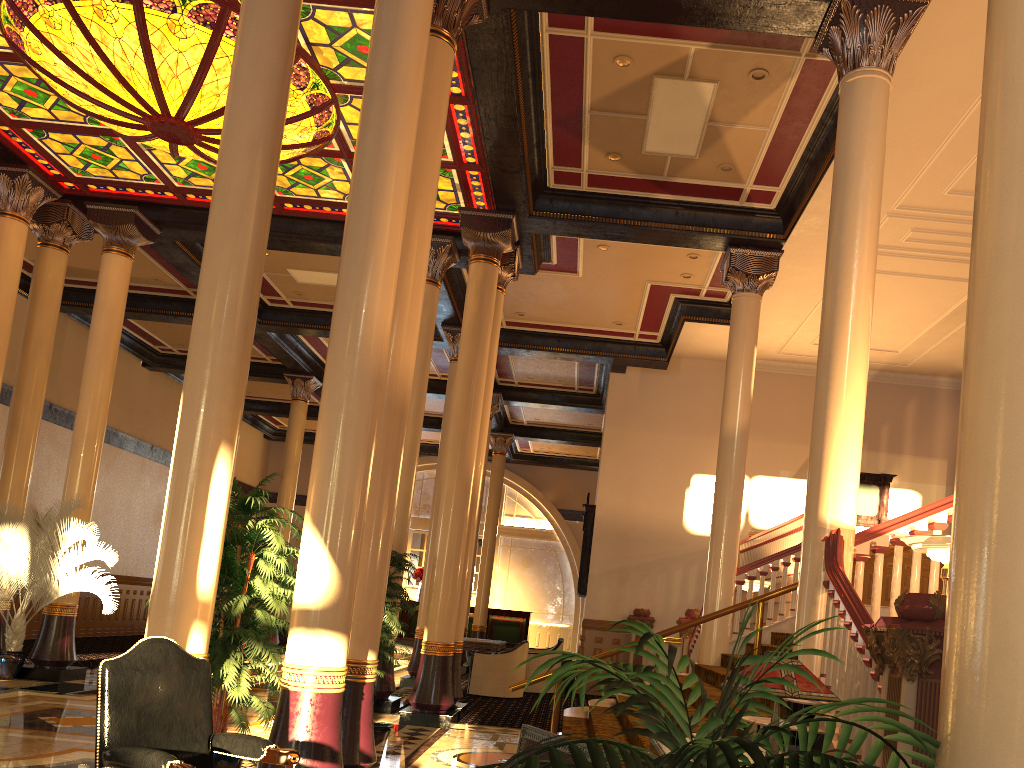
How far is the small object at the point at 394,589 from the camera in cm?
945

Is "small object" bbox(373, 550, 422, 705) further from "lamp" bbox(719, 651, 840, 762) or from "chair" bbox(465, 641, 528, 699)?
"lamp" bbox(719, 651, 840, 762)

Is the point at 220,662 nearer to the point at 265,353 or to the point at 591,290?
the point at 591,290

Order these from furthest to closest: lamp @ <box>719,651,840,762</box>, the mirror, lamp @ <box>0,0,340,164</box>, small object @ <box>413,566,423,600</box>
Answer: small object @ <box>413,566,423,600</box> < the mirror < lamp @ <box>0,0,340,164</box> < lamp @ <box>719,651,840,762</box>

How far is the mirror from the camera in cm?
1536

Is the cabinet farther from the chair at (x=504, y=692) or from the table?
the table

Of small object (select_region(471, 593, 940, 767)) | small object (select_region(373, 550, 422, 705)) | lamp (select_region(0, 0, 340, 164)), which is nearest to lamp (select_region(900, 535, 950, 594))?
small object (select_region(471, 593, 940, 767))

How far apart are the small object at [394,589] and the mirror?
5.7 meters

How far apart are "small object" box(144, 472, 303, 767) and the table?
8.12m

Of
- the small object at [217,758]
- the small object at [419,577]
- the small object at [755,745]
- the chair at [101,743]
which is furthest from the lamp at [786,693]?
the small object at [419,577]
